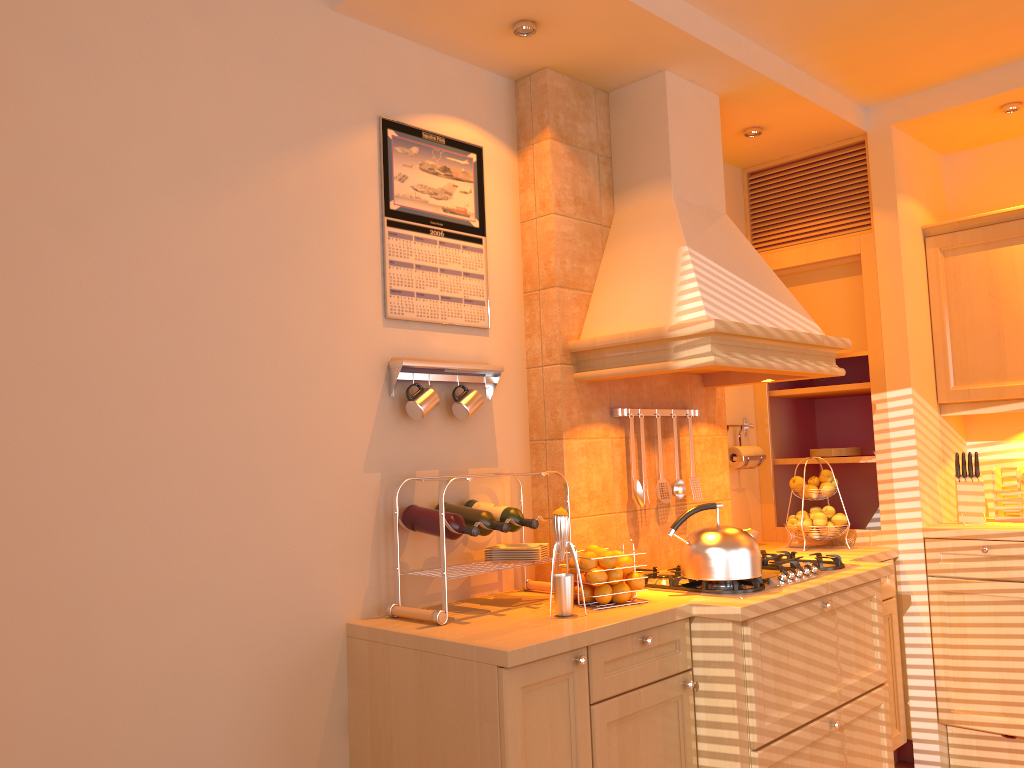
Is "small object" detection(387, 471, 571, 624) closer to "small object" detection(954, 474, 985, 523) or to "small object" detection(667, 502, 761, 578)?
"small object" detection(667, 502, 761, 578)

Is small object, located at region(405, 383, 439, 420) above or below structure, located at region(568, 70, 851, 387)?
below

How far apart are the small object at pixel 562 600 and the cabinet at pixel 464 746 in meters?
0.2

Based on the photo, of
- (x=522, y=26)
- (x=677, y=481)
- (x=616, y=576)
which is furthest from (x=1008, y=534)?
(x=522, y=26)

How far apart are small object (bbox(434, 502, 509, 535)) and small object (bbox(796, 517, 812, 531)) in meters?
1.7 m

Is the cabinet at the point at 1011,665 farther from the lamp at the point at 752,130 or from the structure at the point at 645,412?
the lamp at the point at 752,130

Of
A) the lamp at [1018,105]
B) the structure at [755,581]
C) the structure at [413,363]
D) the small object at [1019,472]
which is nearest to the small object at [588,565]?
the structure at [755,581]

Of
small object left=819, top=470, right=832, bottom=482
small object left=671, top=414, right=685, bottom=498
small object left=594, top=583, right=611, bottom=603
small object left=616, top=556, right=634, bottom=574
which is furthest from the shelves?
small object left=594, top=583, right=611, bottom=603

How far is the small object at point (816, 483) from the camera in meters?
3.7

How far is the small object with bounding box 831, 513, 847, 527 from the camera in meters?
3.6 m
